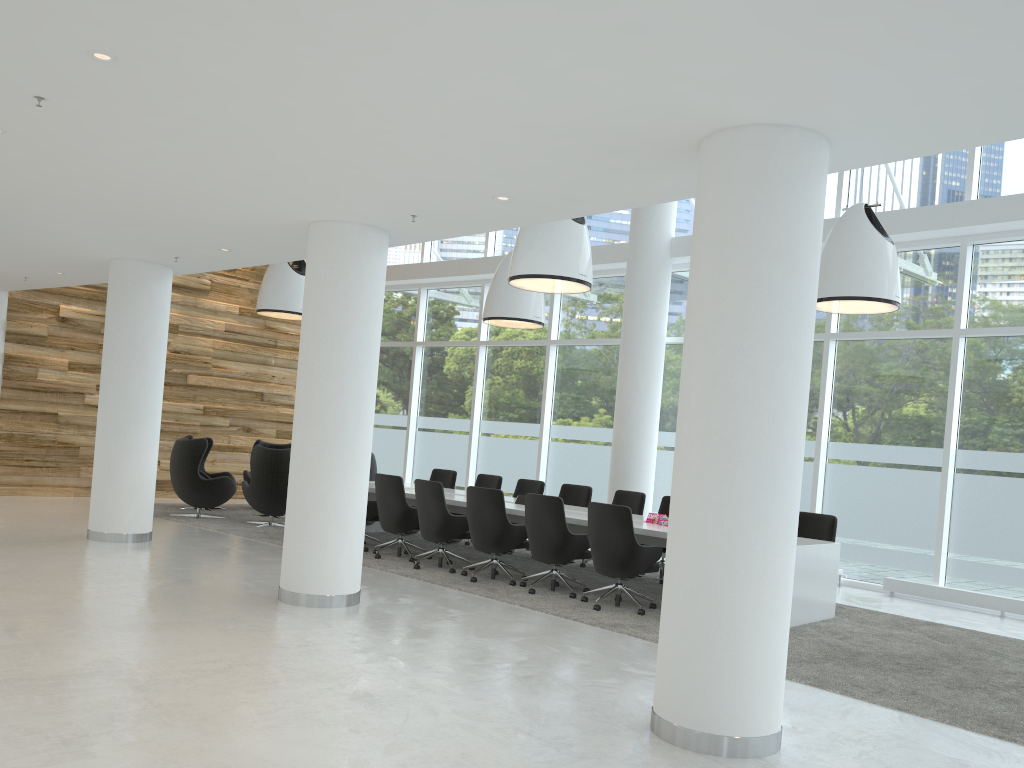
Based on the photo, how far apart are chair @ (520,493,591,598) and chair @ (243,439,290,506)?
7.2m

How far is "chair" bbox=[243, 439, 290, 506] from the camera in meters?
14.3

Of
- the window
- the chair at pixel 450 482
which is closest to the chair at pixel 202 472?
the chair at pixel 450 482

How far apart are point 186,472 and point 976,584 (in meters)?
10.17

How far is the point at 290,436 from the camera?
17.0 meters

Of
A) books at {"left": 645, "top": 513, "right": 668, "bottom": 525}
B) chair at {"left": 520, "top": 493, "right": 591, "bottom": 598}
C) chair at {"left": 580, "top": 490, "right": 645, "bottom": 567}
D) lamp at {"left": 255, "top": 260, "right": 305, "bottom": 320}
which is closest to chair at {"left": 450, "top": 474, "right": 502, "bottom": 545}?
chair at {"left": 580, "top": 490, "right": 645, "bottom": 567}

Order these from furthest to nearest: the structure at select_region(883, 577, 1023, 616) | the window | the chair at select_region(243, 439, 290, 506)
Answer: the chair at select_region(243, 439, 290, 506) < the window < the structure at select_region(883, 577, 1023, 616)

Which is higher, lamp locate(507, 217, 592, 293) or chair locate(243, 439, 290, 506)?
lamp locate(507, 217, 592, 293)

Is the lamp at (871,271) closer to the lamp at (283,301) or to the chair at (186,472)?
the lamp at (283,301)

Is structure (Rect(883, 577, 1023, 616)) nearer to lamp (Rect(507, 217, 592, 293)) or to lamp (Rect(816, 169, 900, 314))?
lamp (Rect(816, 169, 900, 314))
